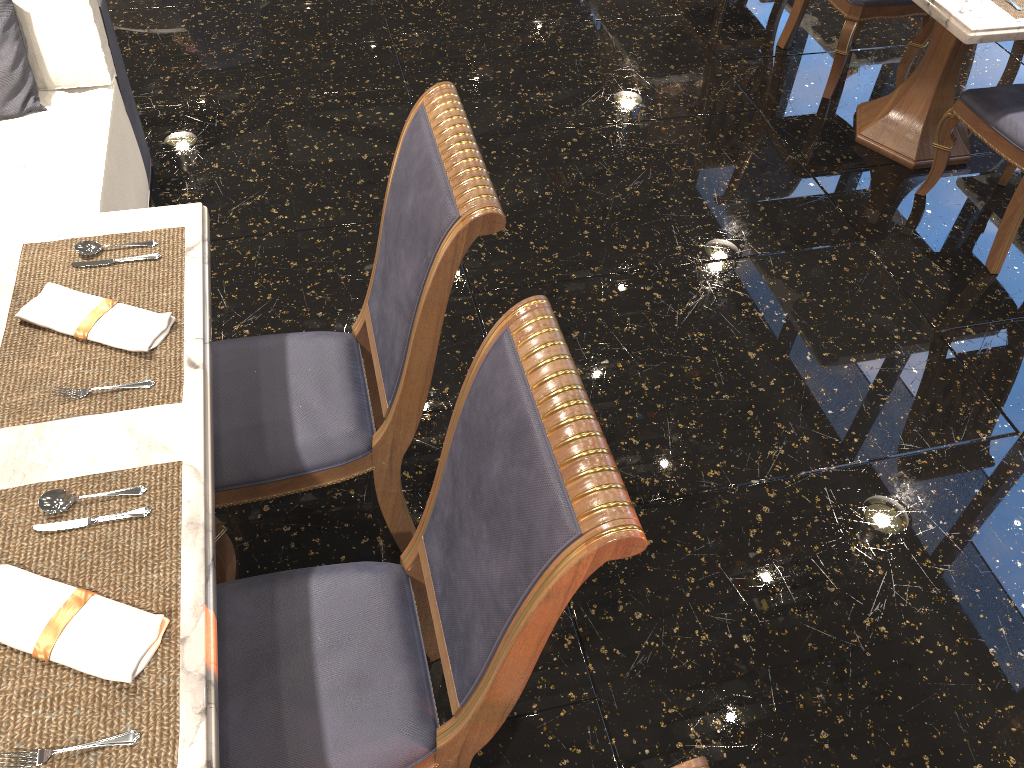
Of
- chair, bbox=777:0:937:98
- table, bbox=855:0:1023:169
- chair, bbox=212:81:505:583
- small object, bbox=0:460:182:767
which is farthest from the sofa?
chair, bbox=777:0:937:98

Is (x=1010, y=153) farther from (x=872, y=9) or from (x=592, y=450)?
(x=592, y=450)

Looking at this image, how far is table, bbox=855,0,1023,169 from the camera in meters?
2.7

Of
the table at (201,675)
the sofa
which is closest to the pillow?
the sofa

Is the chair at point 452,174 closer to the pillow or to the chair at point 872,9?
the pillow

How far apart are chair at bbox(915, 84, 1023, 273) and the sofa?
2.8m

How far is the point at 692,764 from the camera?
0.89m

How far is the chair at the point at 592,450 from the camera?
1.14m

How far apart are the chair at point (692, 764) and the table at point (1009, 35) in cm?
256

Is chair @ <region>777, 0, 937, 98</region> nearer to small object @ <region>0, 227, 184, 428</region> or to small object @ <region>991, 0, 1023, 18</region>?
small object @ <region>991, 0, 1023, 18</region>
